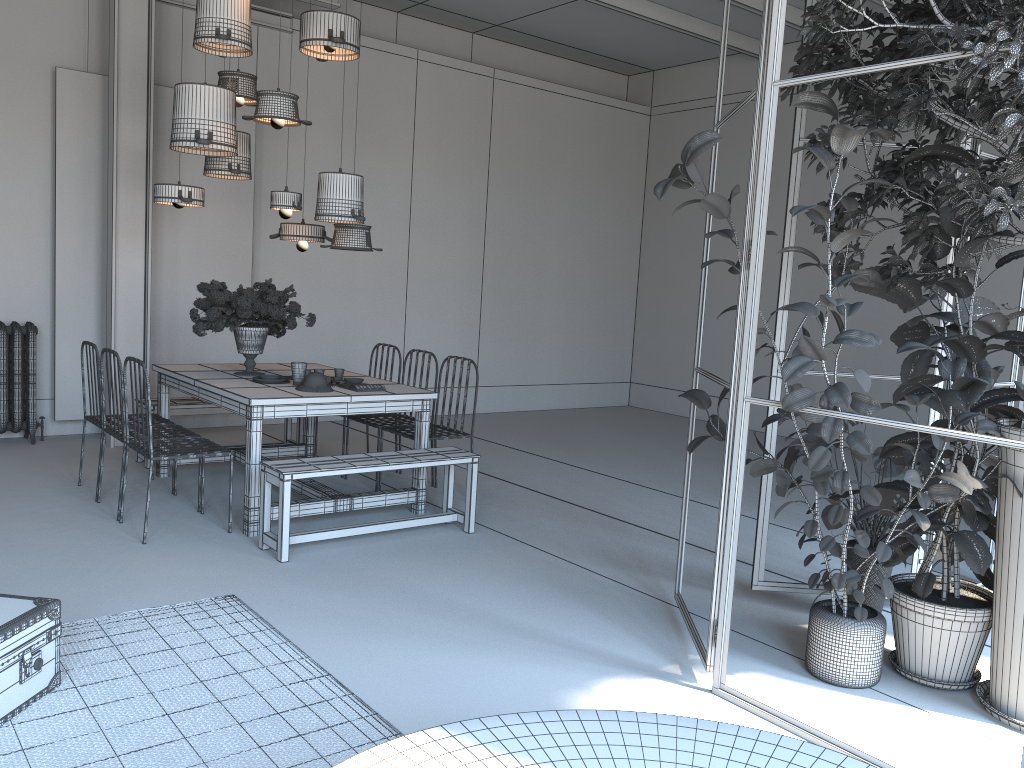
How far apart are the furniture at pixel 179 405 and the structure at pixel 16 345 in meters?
1.1

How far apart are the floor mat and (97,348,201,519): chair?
1.6m

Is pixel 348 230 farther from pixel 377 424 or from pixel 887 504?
pixel 887 504

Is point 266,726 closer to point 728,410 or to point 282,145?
point 728,410

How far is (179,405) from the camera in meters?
6.6 m

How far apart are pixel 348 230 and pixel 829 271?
3.78m

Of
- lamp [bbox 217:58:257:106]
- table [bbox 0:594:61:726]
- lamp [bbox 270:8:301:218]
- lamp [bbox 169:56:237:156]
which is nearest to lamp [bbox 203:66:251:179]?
lamp [bbox 169:56:237:156]

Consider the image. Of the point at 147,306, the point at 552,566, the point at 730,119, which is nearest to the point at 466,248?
the point at 730,119

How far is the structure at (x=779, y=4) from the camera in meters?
3.1 m

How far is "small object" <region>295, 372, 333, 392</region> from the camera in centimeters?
530cm
